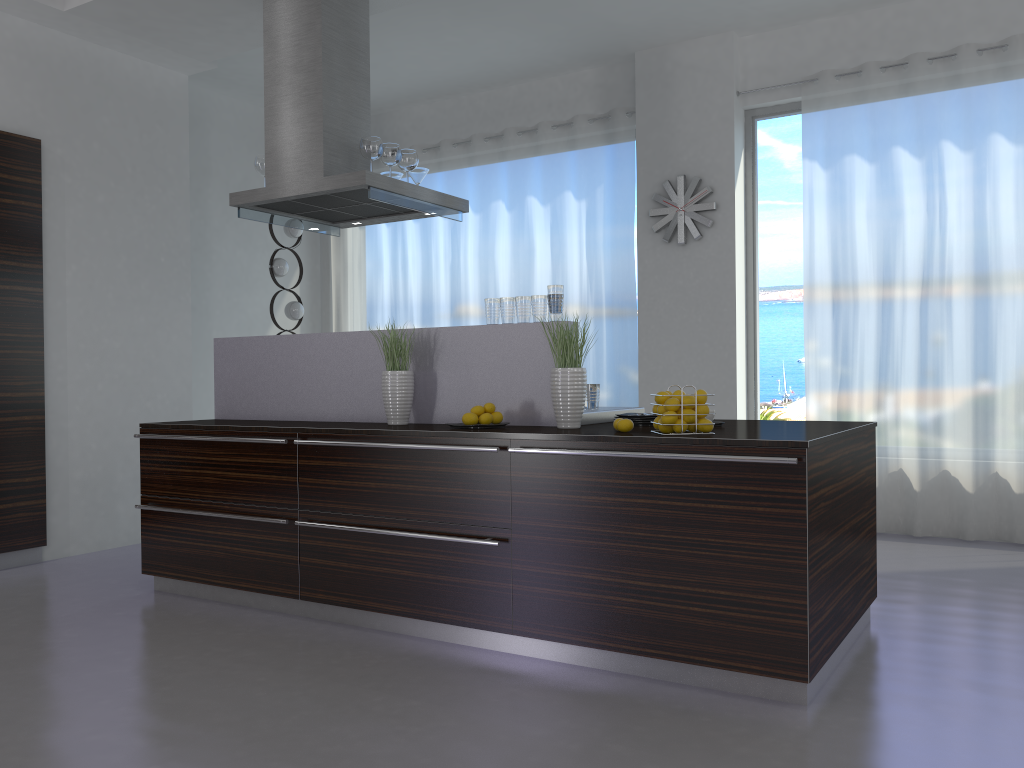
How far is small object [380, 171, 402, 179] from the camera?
5.2m

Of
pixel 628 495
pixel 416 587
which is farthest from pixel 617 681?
pixel 416 587

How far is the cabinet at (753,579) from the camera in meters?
2.9 m

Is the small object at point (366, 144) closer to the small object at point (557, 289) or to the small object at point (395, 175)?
the small object at point (395, 175)

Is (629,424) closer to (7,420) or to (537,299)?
(537,299)

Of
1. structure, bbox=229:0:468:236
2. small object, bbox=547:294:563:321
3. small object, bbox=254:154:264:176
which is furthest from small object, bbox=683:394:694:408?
small object, bbox=254:154:264:176

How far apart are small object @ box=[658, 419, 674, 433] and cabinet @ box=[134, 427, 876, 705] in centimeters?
15cm

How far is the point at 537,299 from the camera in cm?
383

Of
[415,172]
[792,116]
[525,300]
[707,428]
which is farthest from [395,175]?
[792,116]

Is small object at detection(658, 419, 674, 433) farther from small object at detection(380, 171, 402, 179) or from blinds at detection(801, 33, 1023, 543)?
blinds at detection(801, 33, 1023, 543)
